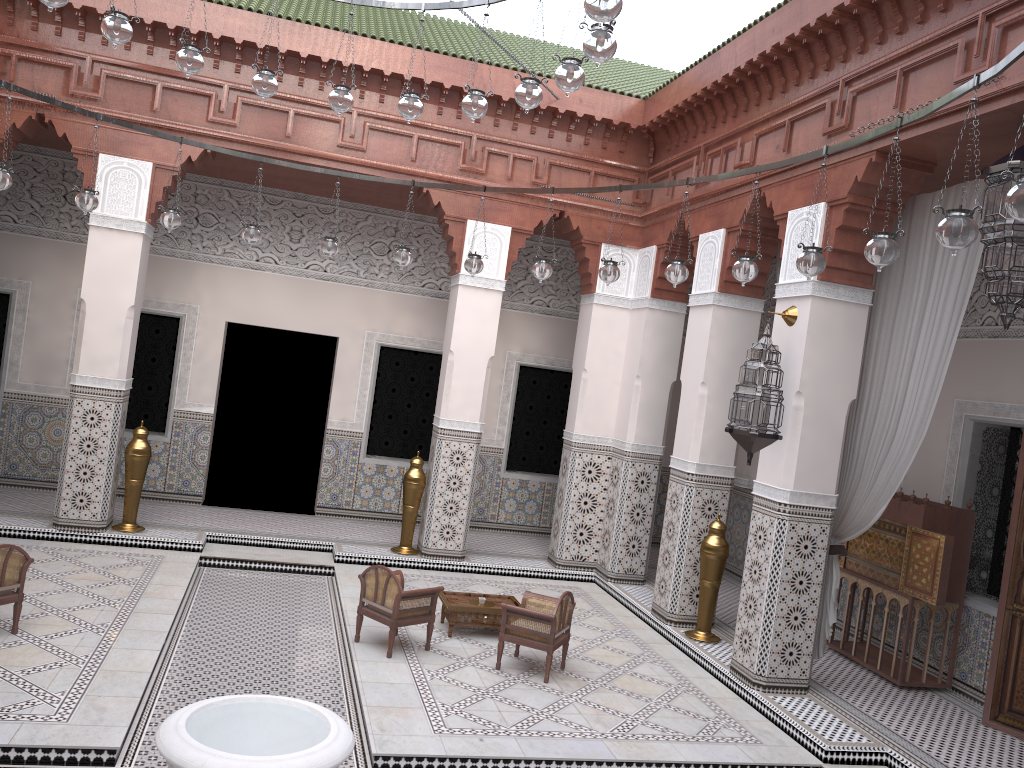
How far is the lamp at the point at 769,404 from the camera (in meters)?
3.19

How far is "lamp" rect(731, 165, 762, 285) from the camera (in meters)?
2.68

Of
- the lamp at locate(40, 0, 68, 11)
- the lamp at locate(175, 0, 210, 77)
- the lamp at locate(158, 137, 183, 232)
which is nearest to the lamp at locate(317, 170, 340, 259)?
the lamp at locate(158, 137, 183, 232)

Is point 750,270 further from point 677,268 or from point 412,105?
point 412,105

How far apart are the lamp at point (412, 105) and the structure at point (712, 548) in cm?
214

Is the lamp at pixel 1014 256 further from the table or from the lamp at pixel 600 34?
the table

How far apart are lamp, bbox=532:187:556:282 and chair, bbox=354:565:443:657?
1.2 meters

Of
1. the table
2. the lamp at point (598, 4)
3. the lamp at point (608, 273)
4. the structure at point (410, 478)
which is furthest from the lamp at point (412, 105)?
the structure at point (410, 478)

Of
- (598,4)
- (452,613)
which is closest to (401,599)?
(452,613)

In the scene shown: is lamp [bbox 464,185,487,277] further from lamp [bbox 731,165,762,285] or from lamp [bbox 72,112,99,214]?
lamp [bbox 72,112,99,214]
